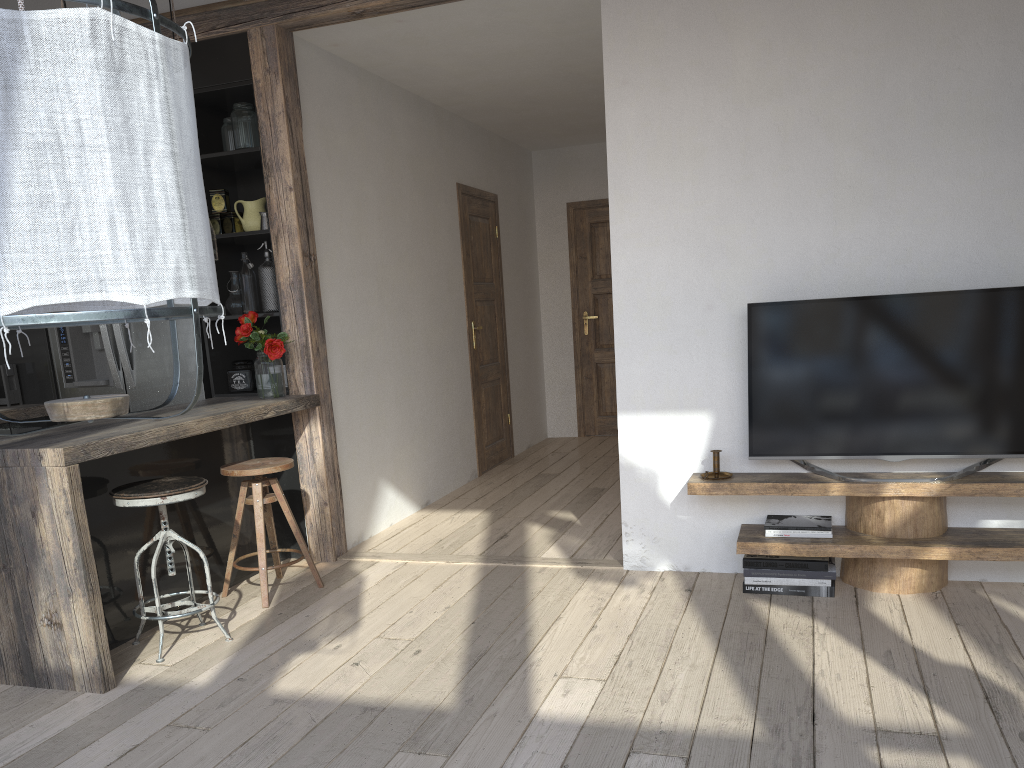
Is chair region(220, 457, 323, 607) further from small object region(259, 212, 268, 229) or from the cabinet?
small object region(259, 212, 268, 229)

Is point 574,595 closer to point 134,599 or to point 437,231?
point 134,599

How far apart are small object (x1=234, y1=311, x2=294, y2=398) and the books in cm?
226

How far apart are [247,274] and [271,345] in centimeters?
52cm

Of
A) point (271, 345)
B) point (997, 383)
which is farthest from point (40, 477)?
point (997, 383)

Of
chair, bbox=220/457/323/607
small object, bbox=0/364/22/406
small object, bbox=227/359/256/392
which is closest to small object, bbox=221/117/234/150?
small object, bbox=227/359/256/392

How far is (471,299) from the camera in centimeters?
644cm

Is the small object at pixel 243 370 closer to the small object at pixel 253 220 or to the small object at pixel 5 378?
the small object at pixel 253 220

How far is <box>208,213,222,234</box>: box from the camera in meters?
4.5

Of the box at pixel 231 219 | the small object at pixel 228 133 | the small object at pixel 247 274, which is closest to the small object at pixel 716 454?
the small object at pixel 247 274
